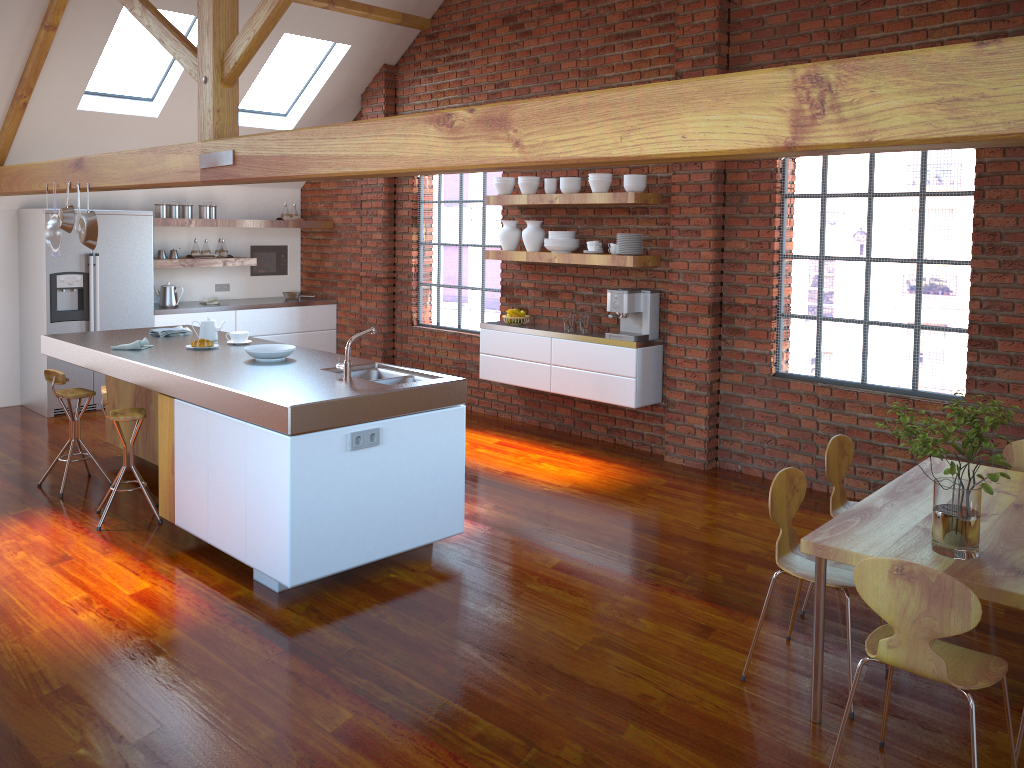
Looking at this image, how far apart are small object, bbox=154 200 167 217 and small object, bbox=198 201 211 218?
0.4 meters

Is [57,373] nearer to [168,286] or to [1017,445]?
[168,286]

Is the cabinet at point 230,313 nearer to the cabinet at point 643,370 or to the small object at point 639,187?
the cabinet at point 643,370

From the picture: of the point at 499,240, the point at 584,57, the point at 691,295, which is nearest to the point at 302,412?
the point at 691,295

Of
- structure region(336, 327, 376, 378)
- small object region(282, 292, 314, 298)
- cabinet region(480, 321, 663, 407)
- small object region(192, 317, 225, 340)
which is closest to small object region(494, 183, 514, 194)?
cabinet region(480, 321, 663, 407)

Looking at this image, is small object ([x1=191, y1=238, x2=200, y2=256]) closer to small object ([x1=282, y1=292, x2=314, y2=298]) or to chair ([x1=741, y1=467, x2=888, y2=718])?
small object ([x1=282, y1=292, x2=314, y2=298])

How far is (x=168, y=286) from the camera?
8.3m

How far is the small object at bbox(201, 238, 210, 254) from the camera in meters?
8.6

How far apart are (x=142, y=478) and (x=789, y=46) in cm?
476

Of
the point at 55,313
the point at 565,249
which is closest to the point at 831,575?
the point at 565,249
